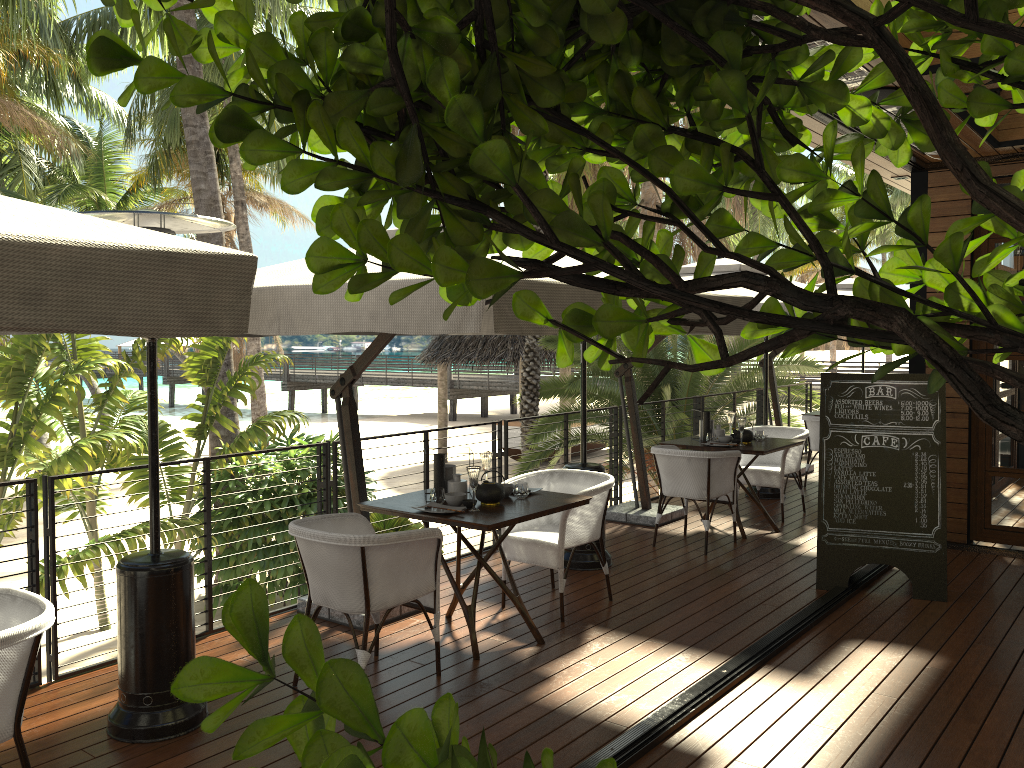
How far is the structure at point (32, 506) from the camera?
4.2 meters

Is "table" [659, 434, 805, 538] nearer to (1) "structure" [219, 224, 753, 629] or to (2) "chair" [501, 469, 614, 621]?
(2) "chair" [501, 469, 614, 621]

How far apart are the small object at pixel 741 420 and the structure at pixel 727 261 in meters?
1.1

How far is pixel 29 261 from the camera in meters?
1.9

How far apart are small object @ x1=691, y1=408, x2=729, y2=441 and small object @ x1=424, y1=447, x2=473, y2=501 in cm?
325

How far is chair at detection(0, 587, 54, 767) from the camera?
2.7 meters

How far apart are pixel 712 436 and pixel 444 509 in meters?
3.5 m

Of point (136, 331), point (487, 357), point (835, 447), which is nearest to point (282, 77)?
point (136, 331)

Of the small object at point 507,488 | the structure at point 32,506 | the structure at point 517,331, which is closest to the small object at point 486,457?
the small object at point 507,488

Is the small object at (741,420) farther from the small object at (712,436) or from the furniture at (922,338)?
the furniture at (922,338)
